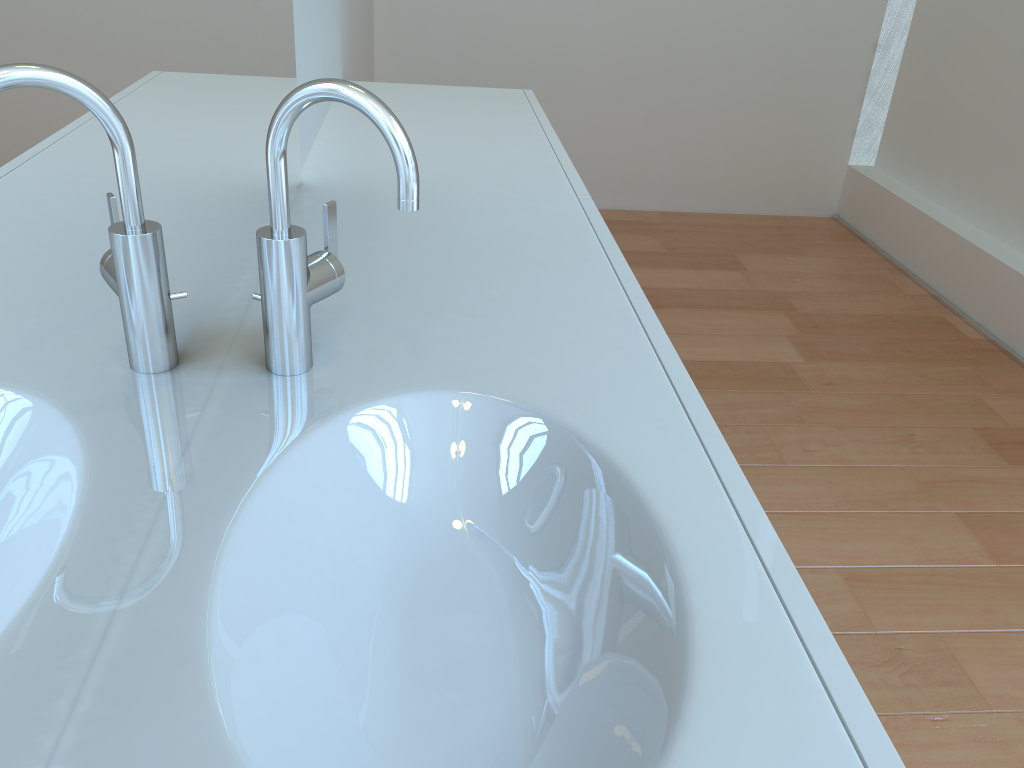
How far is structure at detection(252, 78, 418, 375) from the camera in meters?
0.7

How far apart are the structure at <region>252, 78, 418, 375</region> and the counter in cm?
1

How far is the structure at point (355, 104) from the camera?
0.68m

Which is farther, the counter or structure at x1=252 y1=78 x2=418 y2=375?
structure at x1=252 y1=78 x2=418 y2=375

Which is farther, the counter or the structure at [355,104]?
the structure at [355,104]

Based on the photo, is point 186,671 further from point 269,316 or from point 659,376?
point 659,376

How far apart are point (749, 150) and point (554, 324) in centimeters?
315cm

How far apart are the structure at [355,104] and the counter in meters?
0.0 m
